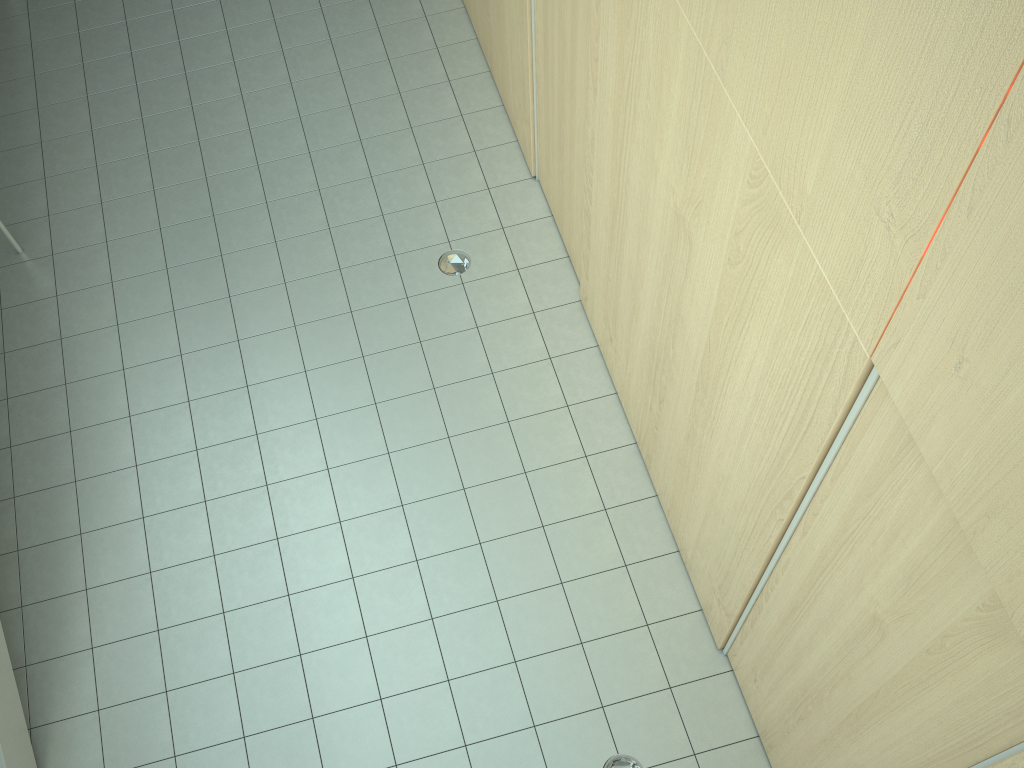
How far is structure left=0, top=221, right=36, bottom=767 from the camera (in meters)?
3.48

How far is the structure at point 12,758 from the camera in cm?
348

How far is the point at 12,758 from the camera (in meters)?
3.48
